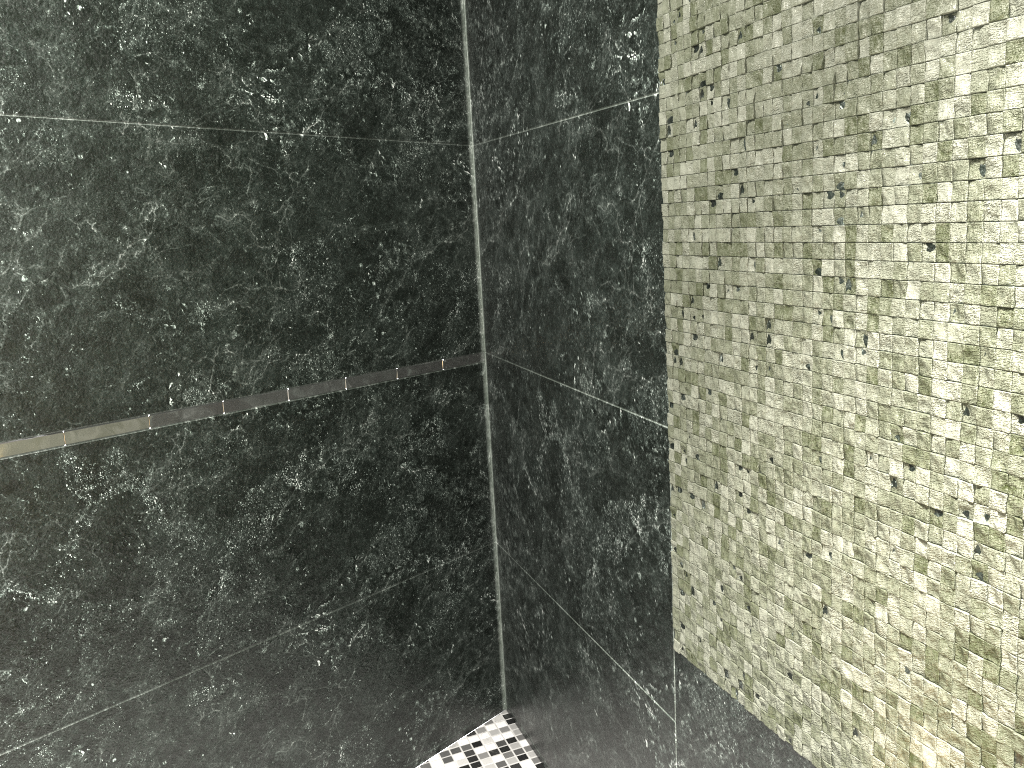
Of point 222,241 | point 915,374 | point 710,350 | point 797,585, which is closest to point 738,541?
point 797,585

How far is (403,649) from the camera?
2.3 meters

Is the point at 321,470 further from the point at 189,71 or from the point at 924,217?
the point at 924,217
